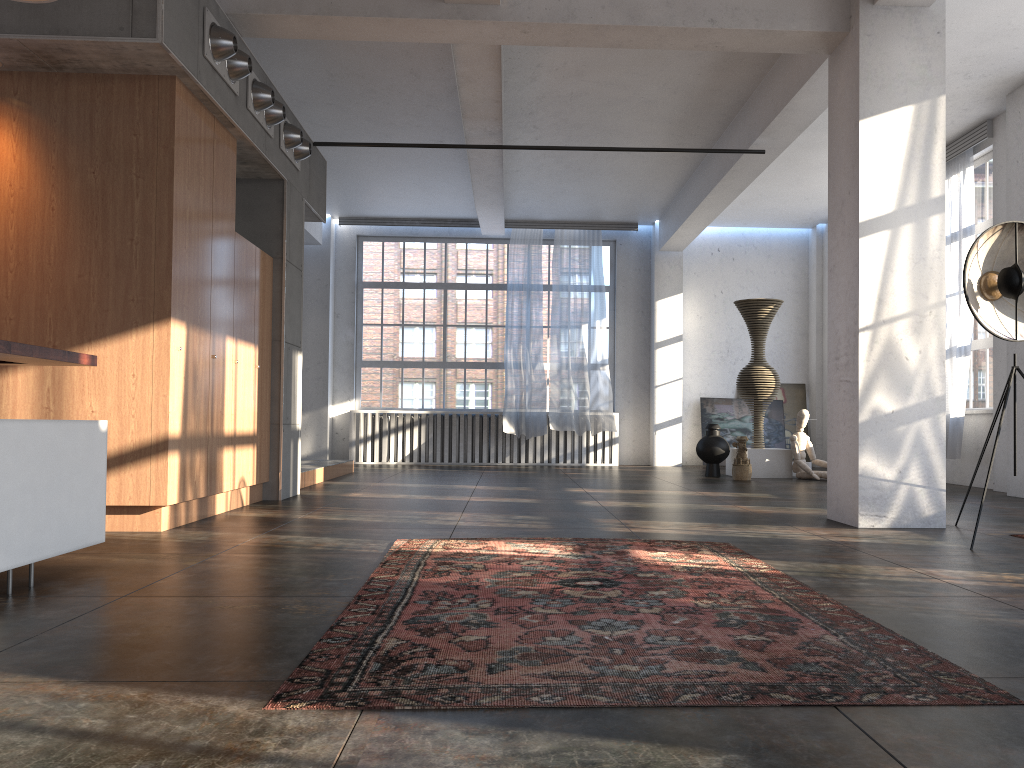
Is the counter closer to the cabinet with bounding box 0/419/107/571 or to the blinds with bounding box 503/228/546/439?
the cabinet with bounding box 0/419/107/571

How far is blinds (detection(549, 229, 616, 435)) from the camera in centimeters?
1380cm

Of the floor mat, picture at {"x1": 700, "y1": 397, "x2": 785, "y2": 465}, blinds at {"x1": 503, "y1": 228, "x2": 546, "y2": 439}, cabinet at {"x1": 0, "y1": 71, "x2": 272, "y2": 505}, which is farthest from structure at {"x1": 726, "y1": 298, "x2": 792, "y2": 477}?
the floor mat

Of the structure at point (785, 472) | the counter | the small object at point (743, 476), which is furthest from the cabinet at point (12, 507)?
the structure at point (785, 472)

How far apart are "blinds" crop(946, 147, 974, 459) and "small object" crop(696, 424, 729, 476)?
2.62m

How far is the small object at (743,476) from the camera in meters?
10.6 m

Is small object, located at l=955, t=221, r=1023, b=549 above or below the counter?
above

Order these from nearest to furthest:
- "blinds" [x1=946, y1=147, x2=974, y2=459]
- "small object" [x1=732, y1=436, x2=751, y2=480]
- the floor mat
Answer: the floor mat < "blinds" [x1=946, y1=147, x2=974, y2=459] < "small object" [x1=732, y1=436, x2=751, y2=480]

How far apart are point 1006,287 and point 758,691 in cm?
408

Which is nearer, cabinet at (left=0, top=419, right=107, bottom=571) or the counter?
cabinet at (left=0, top=419, right=107, bottom=571)
